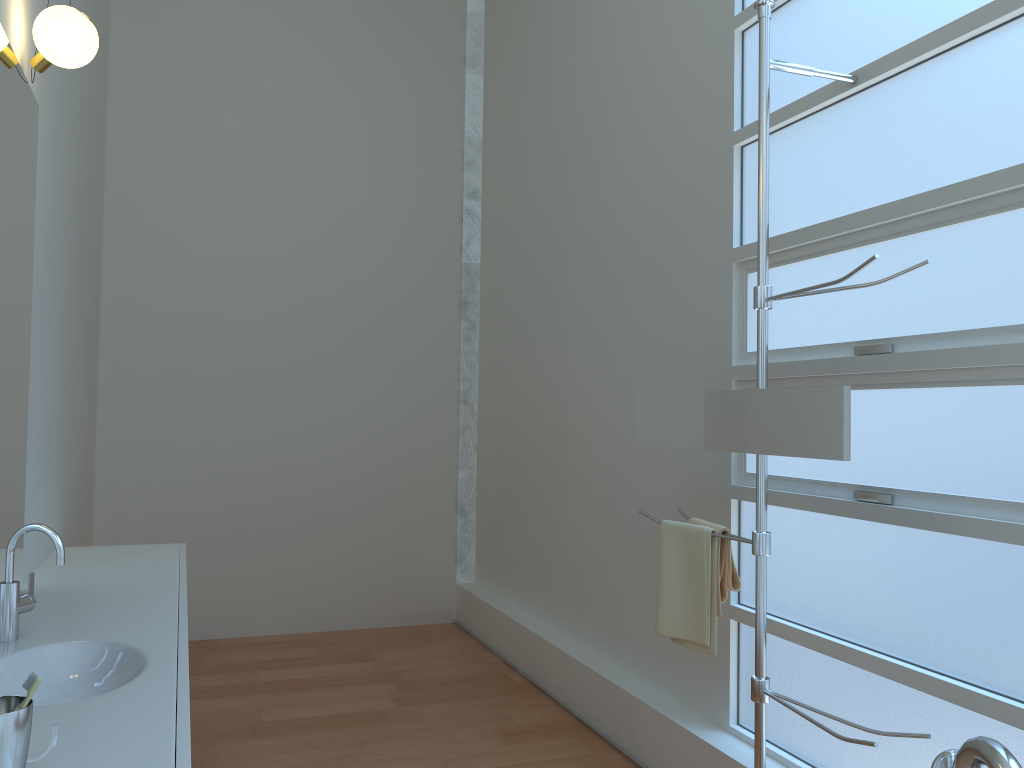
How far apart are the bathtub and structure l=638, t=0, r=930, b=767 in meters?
0.8 m

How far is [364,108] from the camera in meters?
5.3 m

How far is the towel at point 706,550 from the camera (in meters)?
2.51

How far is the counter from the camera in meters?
1.4 m

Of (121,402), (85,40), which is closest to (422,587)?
(121,402)

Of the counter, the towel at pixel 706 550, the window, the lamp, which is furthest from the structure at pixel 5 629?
the window

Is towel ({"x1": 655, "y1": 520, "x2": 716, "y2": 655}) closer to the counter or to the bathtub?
the bathtub

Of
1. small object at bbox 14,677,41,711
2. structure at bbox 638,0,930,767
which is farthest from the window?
small object at bbox 14,677,41,711

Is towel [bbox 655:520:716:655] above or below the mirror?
below

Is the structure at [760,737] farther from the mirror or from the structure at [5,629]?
the structure at [5,629]
